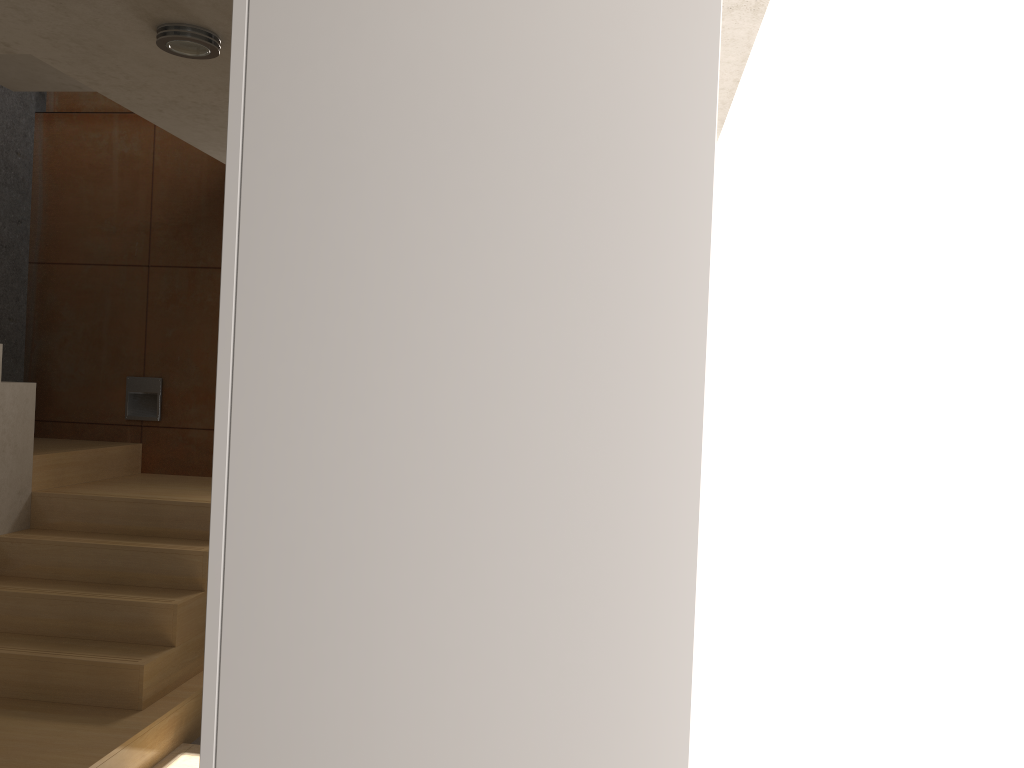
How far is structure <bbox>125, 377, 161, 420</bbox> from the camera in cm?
535

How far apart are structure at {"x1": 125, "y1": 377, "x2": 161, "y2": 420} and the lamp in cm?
313

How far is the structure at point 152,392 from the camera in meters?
5.4 m

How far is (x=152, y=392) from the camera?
5.35m

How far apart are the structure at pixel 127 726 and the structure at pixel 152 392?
0.2m

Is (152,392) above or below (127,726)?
above

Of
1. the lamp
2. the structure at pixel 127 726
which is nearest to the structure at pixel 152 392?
the structure at pixel 127 726

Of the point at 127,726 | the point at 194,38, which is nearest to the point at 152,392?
the point at 127,726

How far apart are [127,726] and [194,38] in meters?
2.5

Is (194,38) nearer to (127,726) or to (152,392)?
(127,726)
